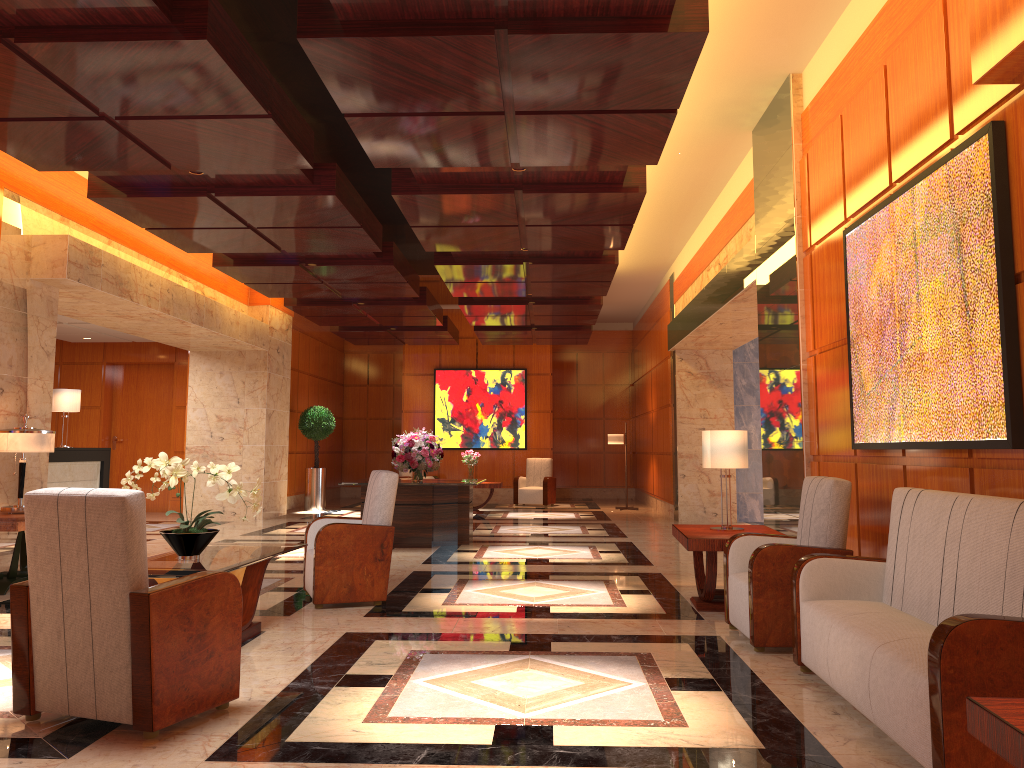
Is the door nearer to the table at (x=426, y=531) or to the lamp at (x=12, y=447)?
the table at (x=426, y=531)

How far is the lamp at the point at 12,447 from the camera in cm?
706

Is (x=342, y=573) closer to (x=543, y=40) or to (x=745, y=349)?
(x=543, y=40)

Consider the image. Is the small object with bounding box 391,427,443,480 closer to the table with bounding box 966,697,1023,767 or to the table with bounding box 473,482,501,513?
the table with bounding box 473,482,501,513

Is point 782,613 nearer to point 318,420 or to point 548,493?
point 318,420

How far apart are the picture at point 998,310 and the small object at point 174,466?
3.7 meters

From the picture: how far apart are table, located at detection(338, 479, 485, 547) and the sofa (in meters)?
5.94

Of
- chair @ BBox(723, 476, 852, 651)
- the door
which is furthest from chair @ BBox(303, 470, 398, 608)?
the door

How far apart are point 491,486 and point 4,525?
9.8 meters

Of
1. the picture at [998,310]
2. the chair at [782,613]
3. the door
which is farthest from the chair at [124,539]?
the door
